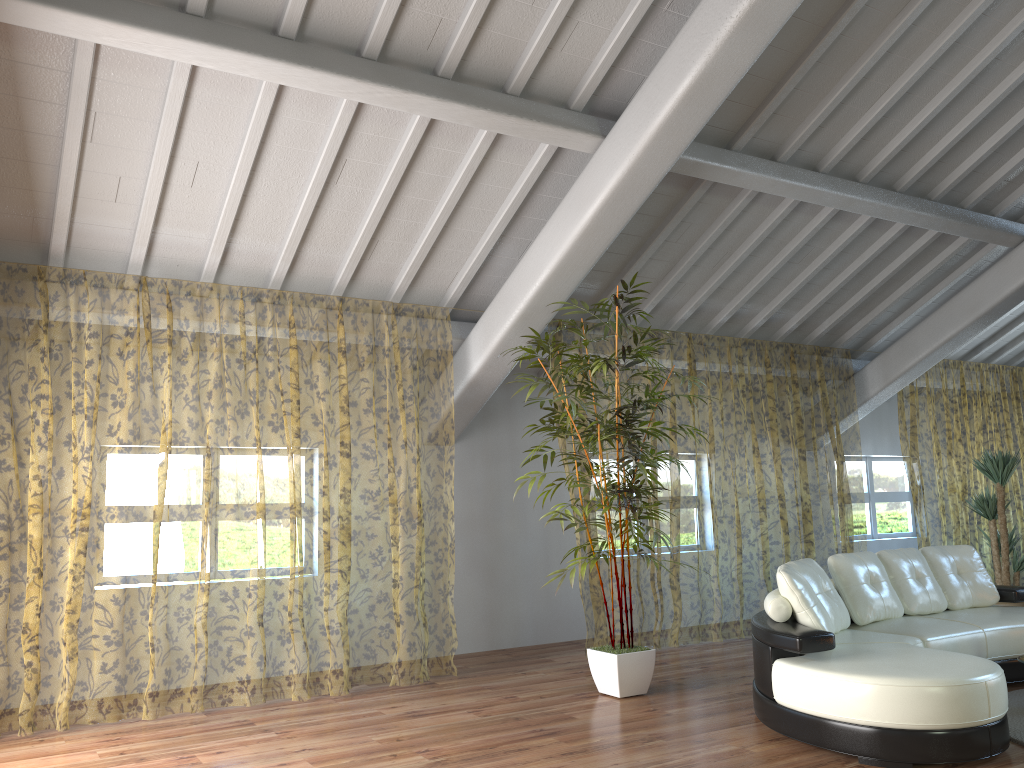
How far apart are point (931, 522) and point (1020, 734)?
10.86m

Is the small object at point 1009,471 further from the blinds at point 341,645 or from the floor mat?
the blinds at point 341,645

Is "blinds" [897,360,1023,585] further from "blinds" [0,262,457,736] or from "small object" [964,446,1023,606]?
"blinds" [0,262,457,736]

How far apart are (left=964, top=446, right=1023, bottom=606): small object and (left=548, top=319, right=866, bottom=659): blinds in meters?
1.1 m

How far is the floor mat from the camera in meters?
4.2

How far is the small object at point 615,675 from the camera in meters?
5.2 m

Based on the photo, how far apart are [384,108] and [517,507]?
3.7 meters

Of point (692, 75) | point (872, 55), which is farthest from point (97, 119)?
point (872, 55)

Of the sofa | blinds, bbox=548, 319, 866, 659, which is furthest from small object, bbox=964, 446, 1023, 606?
the sofa

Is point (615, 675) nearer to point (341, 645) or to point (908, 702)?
point (908, 702)
